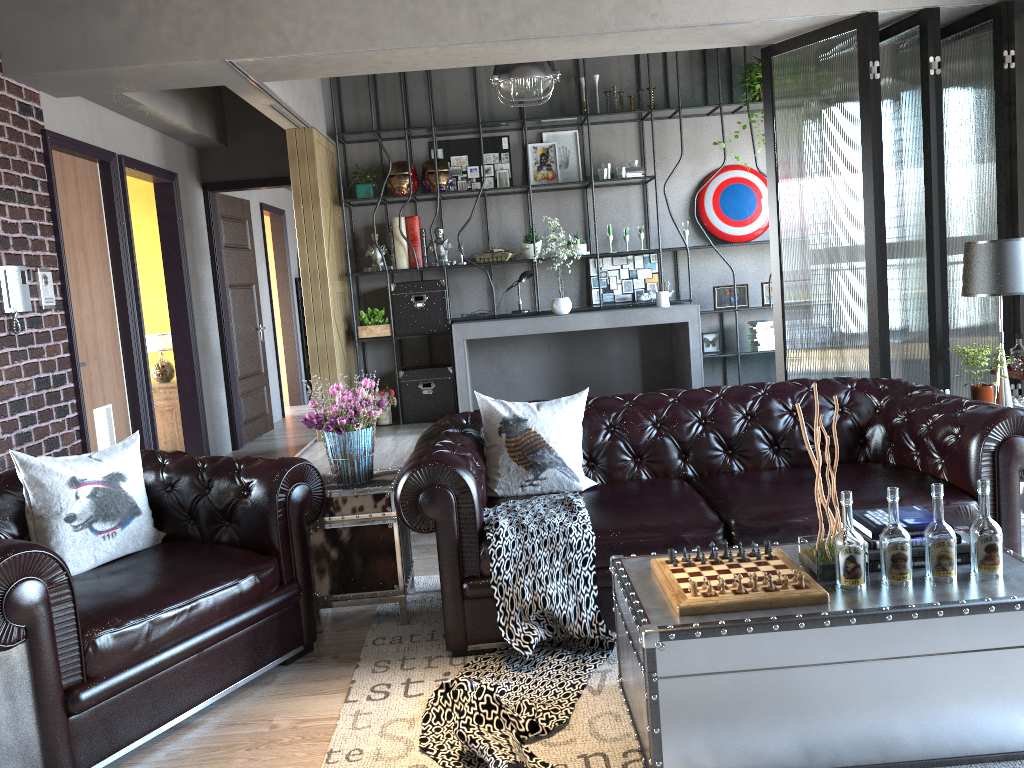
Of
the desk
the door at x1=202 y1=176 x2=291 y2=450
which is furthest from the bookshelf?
the door at x1=202 y1=176 x2=291 y2=450

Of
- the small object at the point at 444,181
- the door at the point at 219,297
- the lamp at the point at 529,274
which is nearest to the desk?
the lamp at the point at 529,274

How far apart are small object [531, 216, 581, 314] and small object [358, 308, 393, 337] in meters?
1.5

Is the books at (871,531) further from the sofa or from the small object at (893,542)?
the sofa

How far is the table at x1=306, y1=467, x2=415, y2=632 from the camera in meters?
3.7

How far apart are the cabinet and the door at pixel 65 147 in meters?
1.4

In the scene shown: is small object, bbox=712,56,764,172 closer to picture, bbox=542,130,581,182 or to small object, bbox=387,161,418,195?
picture, bbox=542,130,581,182

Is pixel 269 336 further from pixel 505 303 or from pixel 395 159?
pixel 505 303

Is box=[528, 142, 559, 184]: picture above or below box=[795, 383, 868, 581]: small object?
above

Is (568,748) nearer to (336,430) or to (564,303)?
(336,430)
